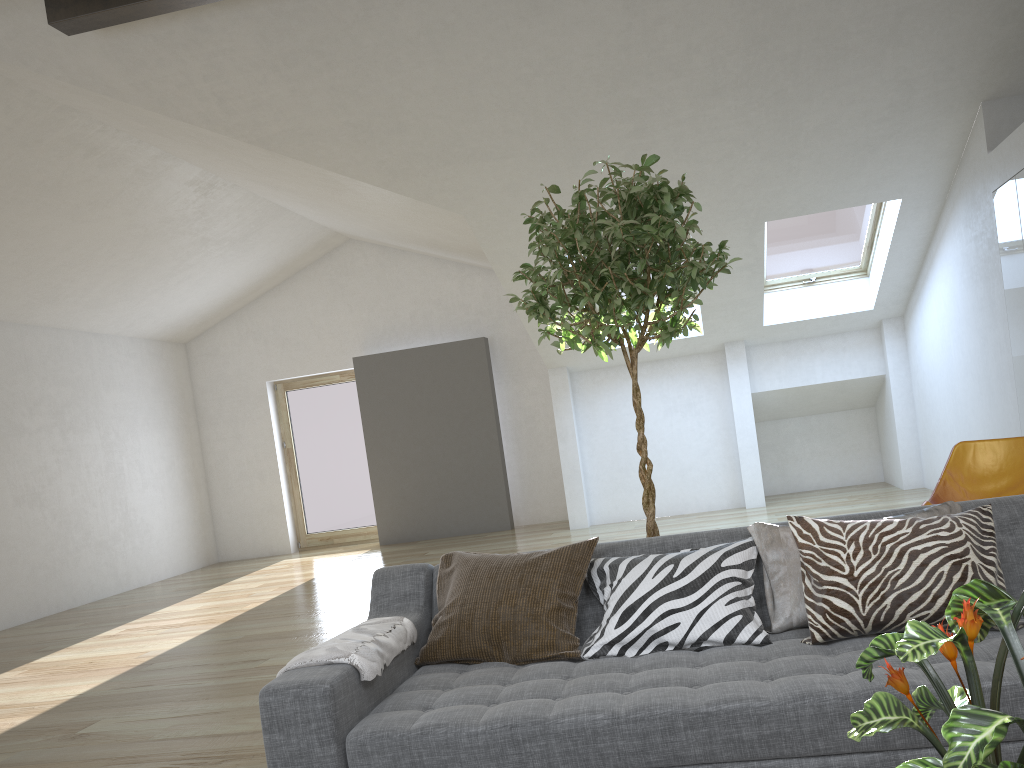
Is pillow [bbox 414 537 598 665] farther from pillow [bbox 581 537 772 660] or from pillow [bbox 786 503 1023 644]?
pillow [bbox 786 503 1023 644]

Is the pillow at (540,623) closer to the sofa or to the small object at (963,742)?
the sofa

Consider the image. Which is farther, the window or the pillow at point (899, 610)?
the window

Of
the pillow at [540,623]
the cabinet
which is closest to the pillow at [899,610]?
the pillow at [540,623]

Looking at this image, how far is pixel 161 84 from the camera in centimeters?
523cm

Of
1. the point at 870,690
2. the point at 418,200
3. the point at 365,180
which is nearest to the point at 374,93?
the point at 365,180

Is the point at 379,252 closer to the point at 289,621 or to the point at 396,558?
the point at 396,558

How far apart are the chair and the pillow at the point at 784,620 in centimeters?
193cm

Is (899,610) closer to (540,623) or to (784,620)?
(784,620)

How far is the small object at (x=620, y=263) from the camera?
2.94m
